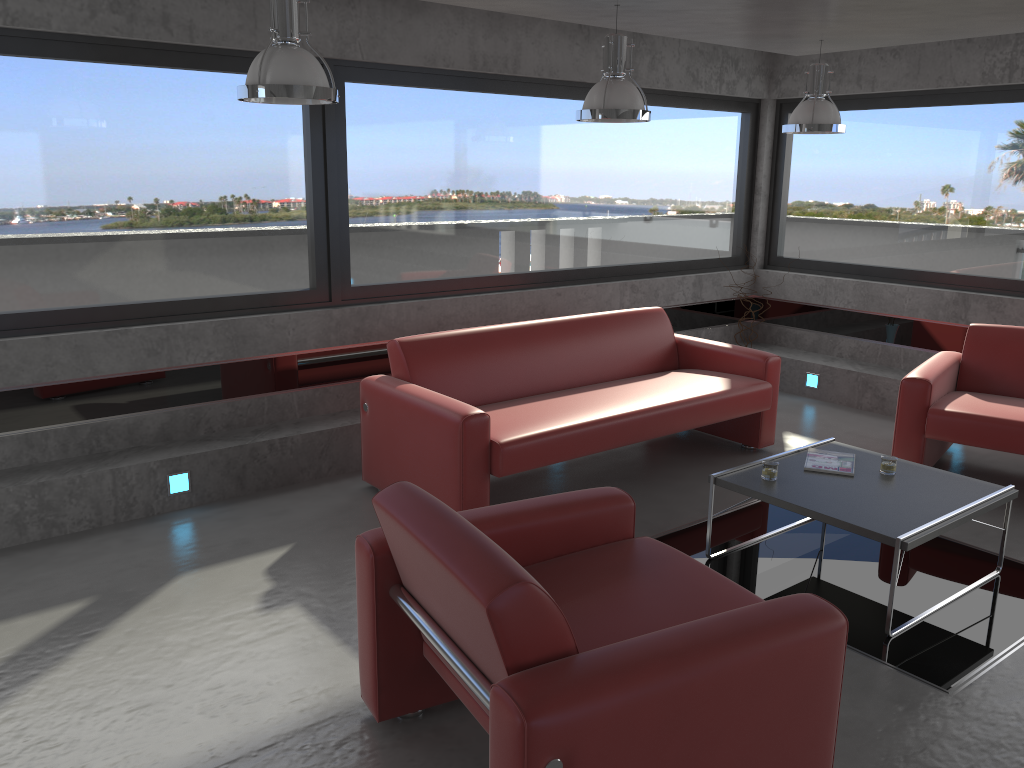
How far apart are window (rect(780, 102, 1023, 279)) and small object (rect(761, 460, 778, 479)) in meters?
3.6

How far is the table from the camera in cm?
365

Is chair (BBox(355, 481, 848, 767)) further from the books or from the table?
the books

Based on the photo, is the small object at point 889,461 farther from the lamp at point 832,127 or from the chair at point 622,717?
the lamp at point 832,127

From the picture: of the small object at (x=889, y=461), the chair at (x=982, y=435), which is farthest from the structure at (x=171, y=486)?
the chair at (x=982, y=435)

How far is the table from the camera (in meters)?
3.65

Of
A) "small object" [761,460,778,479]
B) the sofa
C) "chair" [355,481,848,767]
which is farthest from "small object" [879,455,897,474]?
"chair" [355,481,848,767]

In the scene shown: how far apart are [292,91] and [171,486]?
2.4 meters

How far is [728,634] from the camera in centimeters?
227cm

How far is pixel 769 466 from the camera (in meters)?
4.15
